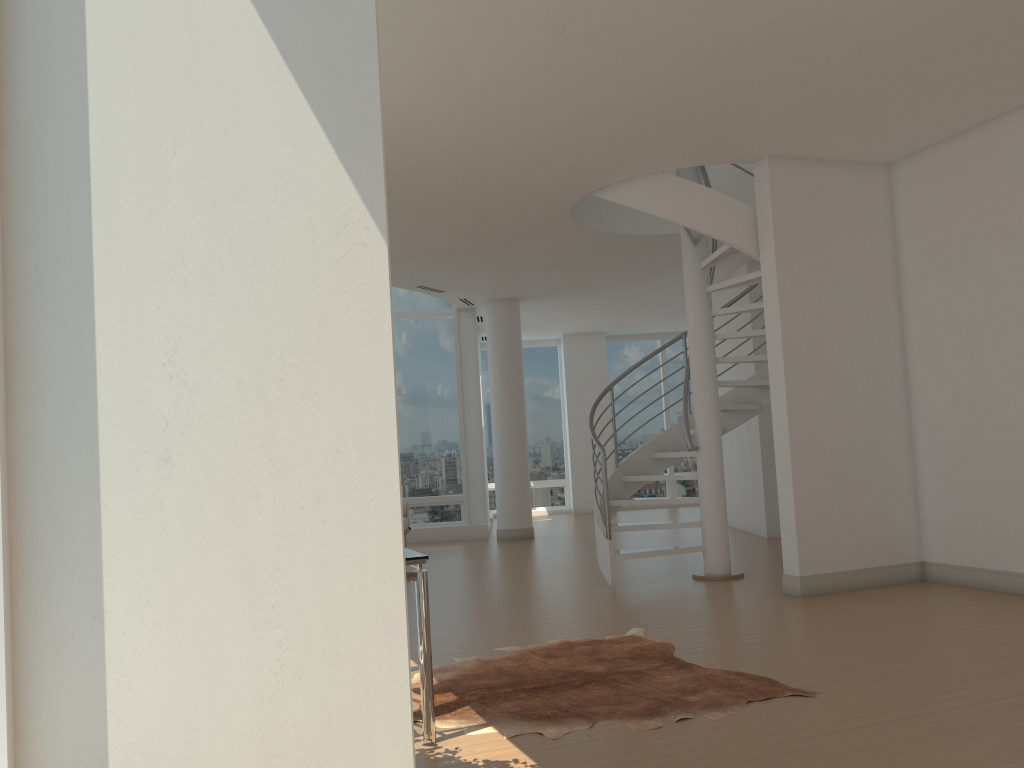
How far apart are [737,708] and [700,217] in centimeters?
420cm

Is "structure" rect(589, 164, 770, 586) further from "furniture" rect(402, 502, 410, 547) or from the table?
the table

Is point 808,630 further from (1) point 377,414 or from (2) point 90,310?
(2) point 90,310

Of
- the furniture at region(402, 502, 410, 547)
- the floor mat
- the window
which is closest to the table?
the floor mat

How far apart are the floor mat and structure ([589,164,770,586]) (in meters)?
1.81

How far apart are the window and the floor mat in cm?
262

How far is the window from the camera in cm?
1304

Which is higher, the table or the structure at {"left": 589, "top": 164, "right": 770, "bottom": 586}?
the structure at {"left": 589, "top": 164, "right": 770, "bottom": 586}

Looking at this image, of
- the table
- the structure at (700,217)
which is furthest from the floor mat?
the structure at (700,217)

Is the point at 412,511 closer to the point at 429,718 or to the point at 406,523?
the point at 406,523
